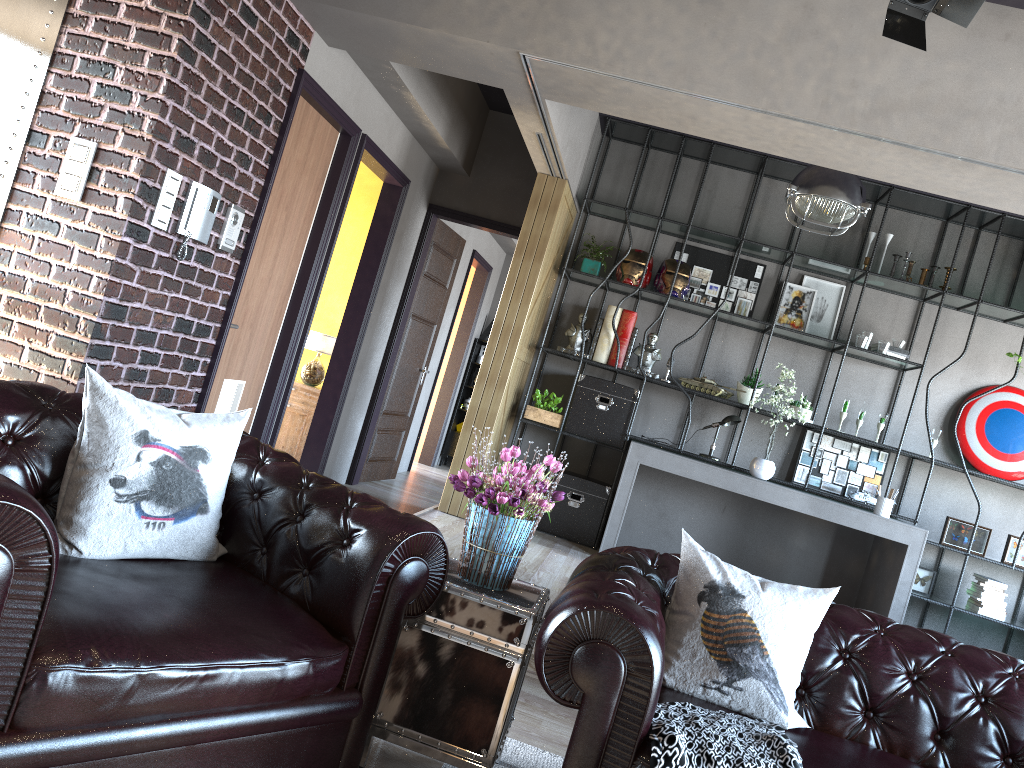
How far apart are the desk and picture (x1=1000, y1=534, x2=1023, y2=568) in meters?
0.8

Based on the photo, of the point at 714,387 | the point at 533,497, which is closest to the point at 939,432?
the point at 714,387

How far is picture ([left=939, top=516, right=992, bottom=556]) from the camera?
6.5 meters

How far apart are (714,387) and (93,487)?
5.2m

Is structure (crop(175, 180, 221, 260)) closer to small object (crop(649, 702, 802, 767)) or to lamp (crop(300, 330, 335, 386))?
lamp (crop(300, 330, 335, 386))

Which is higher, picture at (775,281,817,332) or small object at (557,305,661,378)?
picture at (775,281,817,332)

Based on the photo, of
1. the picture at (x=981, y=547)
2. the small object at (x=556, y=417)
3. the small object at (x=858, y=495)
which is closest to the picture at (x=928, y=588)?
the picture at (x=981, y=547)

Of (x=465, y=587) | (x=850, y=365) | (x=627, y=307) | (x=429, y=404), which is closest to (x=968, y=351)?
(x=850, y=365)

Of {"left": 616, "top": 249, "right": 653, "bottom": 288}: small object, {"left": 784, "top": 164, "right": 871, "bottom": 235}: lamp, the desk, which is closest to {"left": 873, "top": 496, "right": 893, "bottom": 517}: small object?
the desk

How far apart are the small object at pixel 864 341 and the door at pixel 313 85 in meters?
3.9
